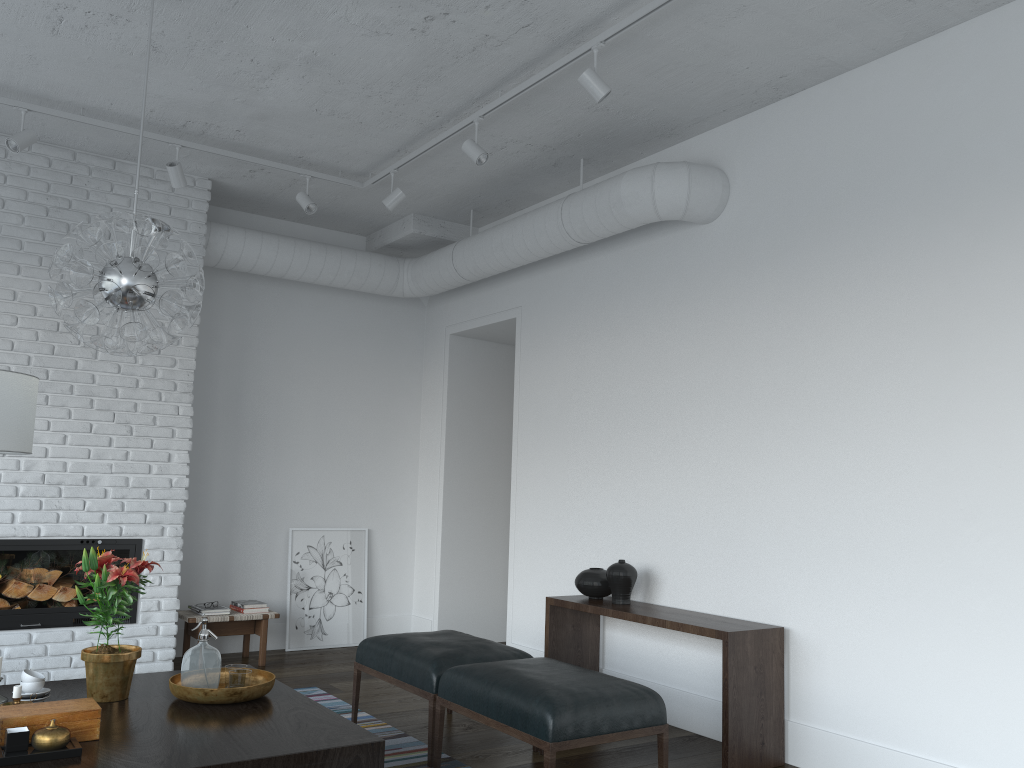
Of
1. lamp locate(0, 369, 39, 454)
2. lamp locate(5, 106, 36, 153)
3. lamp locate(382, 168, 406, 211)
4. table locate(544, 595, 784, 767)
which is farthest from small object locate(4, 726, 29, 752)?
lamp locate(382, 168, 406, 211)

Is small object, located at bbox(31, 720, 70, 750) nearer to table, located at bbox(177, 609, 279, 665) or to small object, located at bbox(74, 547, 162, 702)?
small object, located at bbox(74, 547, 162, 702)

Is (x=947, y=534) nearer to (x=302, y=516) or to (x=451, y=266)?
(x=451, y=266)

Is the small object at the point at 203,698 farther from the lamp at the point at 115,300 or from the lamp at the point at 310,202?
the lamp at the point at 310,202

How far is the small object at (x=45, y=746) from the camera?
2.5m

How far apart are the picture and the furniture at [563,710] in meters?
3.0 m

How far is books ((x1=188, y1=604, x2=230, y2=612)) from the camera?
5.8 meters

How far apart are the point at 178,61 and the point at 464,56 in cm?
140

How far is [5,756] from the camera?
2.5m

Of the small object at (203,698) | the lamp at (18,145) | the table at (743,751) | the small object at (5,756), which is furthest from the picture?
the small object at (5,756)
